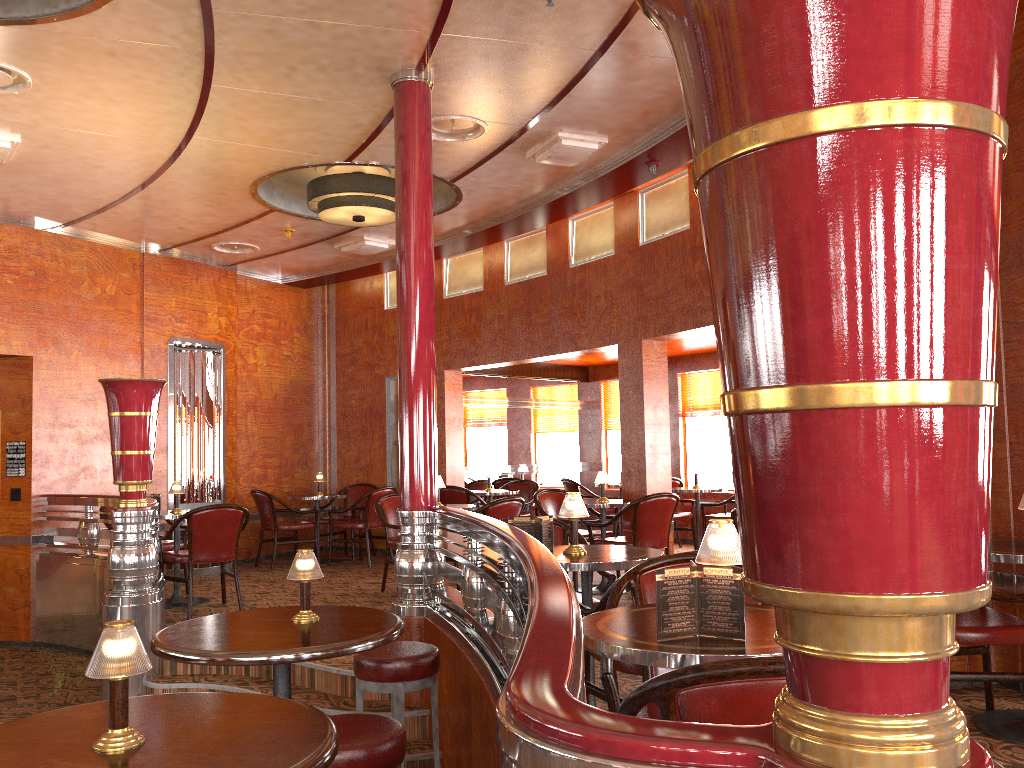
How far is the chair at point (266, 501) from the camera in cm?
903

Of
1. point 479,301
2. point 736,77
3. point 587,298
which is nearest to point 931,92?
point 736,77

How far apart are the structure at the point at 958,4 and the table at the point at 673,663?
0.16m

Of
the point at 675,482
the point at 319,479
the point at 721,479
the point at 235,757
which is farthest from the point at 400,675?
the point at 721,479

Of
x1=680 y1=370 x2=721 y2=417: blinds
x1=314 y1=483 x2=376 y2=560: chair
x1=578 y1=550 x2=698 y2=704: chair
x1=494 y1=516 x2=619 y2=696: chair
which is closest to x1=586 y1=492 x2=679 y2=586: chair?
x1=494 y1=516 x2=619 y2=696: chair

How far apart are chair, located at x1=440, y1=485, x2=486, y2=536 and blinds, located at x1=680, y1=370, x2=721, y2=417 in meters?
3.2

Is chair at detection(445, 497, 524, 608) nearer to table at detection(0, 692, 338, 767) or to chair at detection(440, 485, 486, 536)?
chair at detection(440, 485, 486, 536)

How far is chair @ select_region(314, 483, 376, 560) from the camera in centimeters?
977cm

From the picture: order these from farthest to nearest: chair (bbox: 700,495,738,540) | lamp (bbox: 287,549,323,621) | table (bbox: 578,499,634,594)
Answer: chair (bbox: 700,495,738,540) → table (bbox: 578,499,634,594) → lamp (bbox: 287,549,323,621)

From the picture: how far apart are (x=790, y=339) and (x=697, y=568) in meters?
1.4
